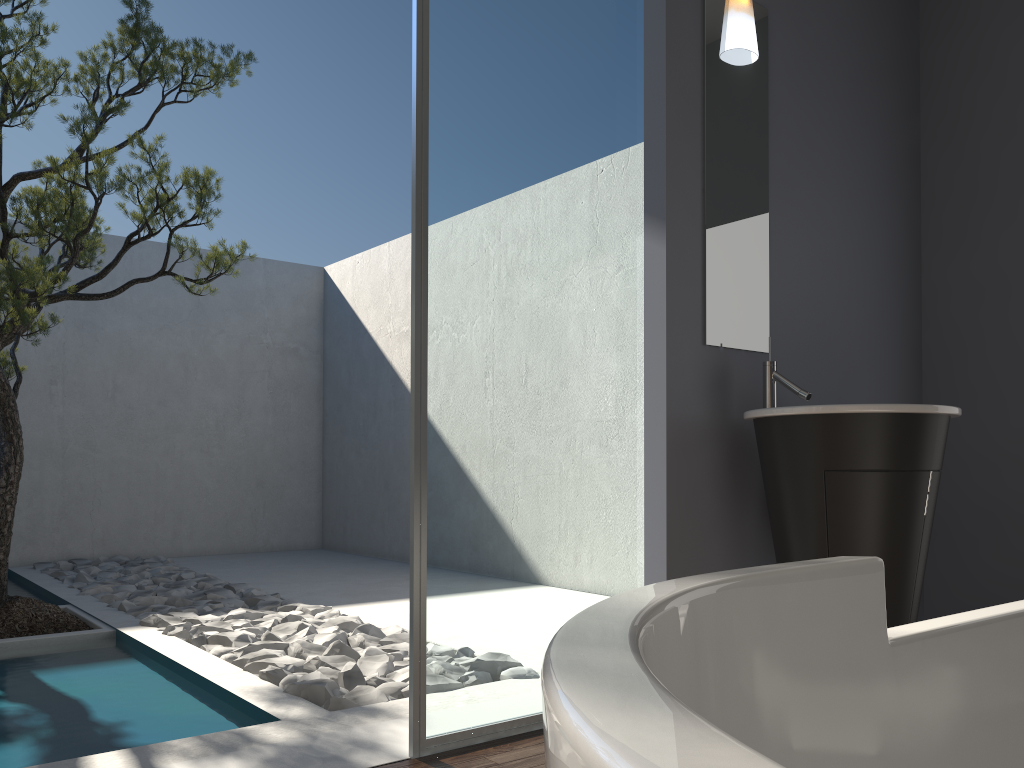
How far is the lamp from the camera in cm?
316

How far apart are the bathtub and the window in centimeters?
165cm

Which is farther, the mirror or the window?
the mirror

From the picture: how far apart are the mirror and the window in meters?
0.2

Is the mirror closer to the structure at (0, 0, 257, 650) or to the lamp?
the lamp

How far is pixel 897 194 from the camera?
Answer: 3.88m

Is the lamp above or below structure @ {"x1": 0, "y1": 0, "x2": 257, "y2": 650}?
above

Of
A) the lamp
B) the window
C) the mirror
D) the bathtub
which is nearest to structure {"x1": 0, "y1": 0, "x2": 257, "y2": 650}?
the window

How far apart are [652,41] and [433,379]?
1.47m

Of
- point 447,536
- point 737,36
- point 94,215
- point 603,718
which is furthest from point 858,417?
point 94,215
